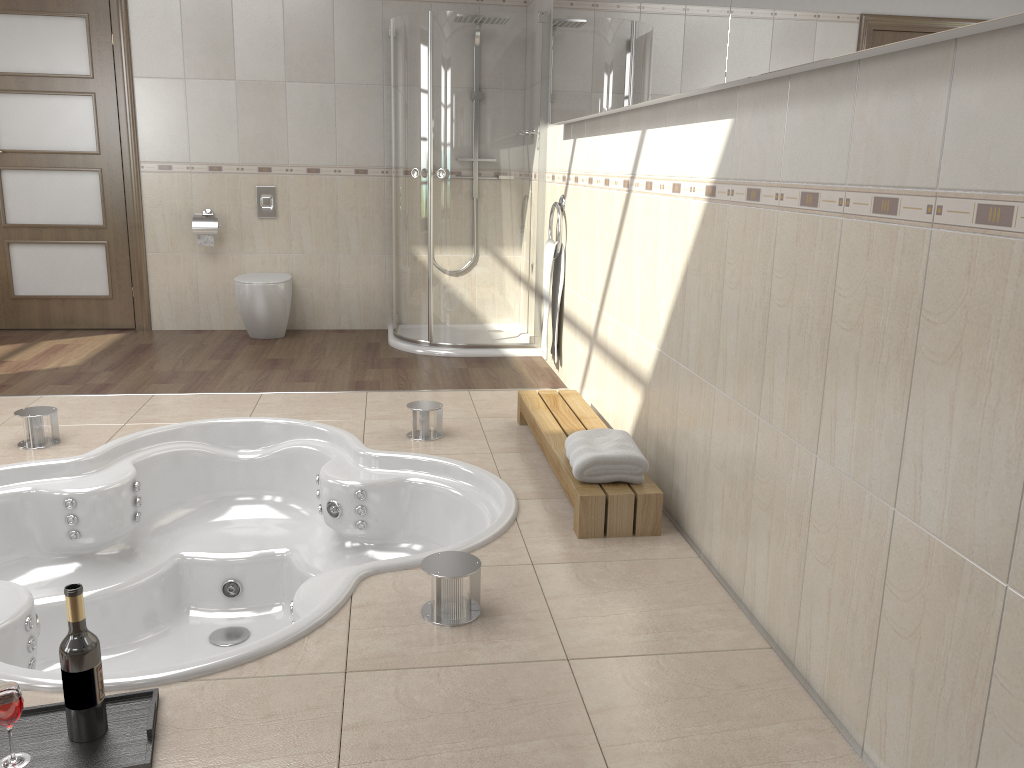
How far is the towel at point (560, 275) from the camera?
4.6m

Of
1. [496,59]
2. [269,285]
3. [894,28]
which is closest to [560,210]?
[496,59]

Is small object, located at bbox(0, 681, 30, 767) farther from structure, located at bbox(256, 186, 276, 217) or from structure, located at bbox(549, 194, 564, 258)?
structure, located at bbox(256, 186, 276, 217)

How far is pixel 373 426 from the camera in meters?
3.8

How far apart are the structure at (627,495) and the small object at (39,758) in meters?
1.3 m

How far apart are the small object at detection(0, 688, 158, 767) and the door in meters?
4.4

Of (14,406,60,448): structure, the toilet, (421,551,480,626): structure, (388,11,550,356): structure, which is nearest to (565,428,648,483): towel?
(421,551,480,626): structure

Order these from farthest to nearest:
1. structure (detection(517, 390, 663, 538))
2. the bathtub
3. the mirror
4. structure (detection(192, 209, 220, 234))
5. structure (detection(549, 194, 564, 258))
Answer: structure (detection(192, 209, 220, 234))
structure (detection(549, 194, 564, 258))
structure (detection(517, 390, 663, 538))
the bathtub
the mirror

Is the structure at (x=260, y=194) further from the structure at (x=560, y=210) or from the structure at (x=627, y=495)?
the structure at (x=627, y=495)

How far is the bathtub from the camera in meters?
2.5
